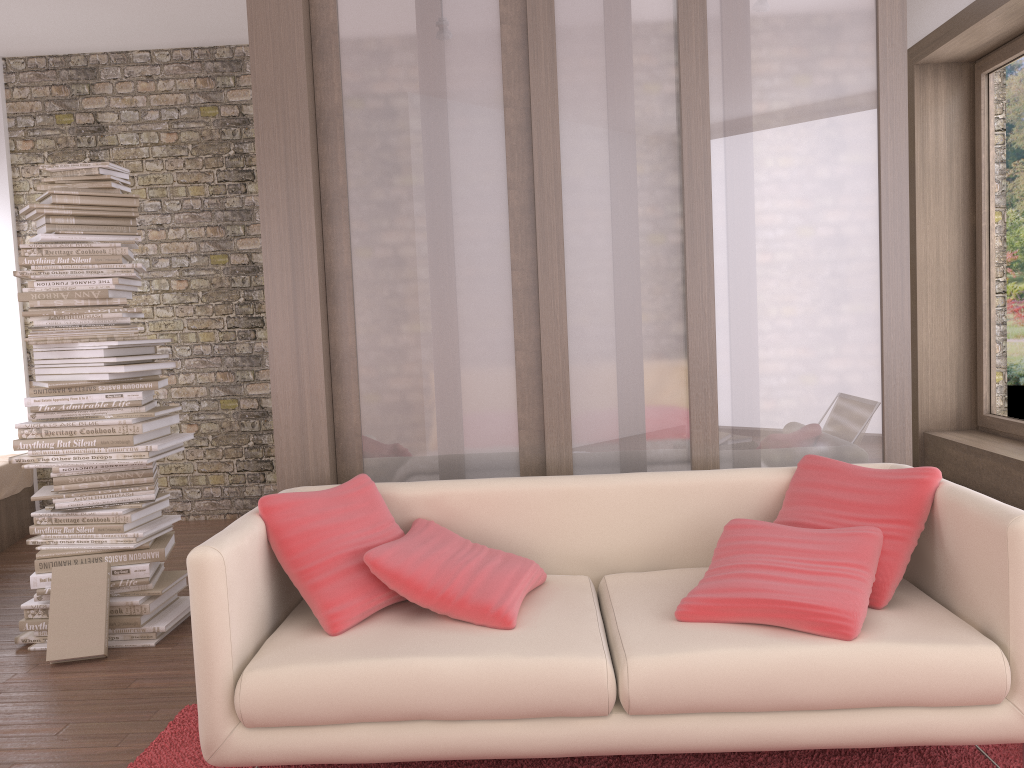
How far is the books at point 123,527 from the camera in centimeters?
381cm

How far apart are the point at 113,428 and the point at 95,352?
0.3m

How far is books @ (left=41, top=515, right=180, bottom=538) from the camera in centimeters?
381cm

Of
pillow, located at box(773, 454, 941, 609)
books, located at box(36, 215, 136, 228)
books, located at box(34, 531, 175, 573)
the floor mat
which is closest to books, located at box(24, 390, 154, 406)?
books, located at box(34, 531, 175, 573)

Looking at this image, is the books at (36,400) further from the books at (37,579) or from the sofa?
the sofa

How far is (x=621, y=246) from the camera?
3.3 meters

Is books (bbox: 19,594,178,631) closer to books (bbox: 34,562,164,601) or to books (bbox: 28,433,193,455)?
books (bbox: 34,562,164,601)

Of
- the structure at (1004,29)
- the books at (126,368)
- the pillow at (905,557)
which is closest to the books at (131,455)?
the books at (126,368)

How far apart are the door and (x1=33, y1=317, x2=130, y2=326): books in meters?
4.7 m

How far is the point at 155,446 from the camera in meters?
3.8 m
